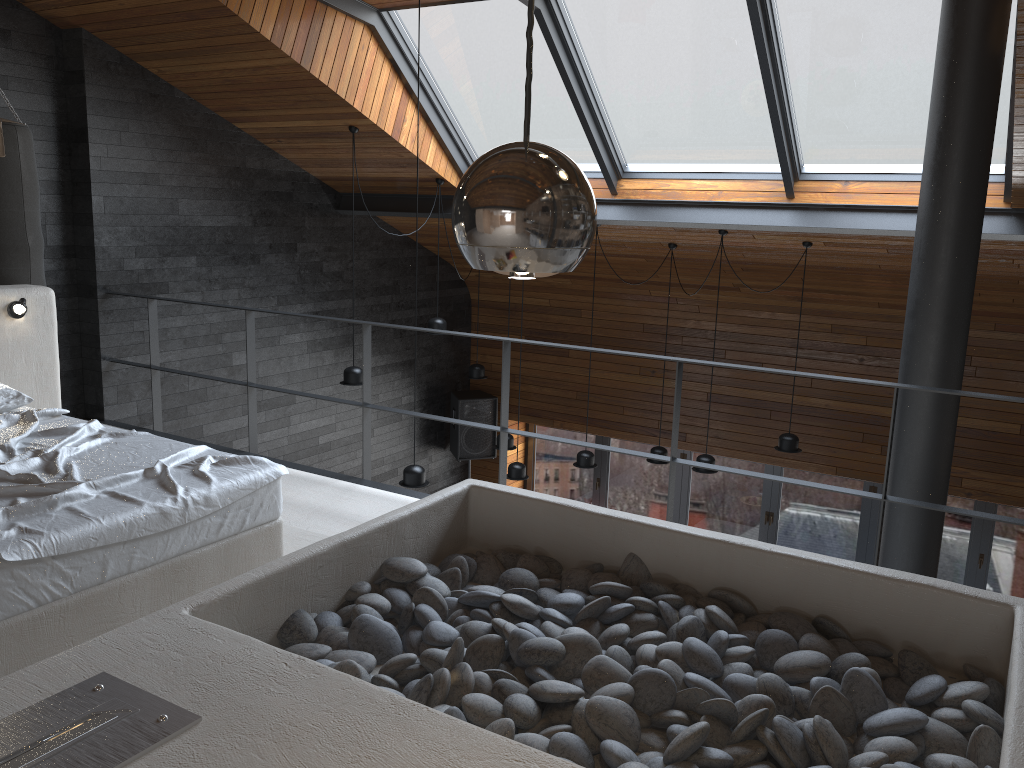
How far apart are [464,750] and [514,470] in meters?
5.9 m

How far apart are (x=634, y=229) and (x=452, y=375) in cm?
339

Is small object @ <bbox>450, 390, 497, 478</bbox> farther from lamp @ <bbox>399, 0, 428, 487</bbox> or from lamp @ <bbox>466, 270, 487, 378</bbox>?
lamp @ <bbox>399, 0, 428, 487</bbox>

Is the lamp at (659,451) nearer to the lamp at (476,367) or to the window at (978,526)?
the lamp at (476,367)

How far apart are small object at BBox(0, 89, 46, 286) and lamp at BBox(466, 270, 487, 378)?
4.0m

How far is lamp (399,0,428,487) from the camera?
6.0m

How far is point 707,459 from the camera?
7.1m

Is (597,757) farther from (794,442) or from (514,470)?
(514,470)

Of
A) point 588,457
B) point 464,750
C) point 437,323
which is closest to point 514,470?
point 588,457

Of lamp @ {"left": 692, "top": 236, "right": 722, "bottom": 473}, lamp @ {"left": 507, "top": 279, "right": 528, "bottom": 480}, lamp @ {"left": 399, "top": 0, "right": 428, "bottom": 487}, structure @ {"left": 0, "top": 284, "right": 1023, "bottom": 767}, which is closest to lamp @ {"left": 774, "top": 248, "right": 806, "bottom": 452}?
lamp @ {"left": 692, "top": 236, "right": 722, "bottom": 473}
